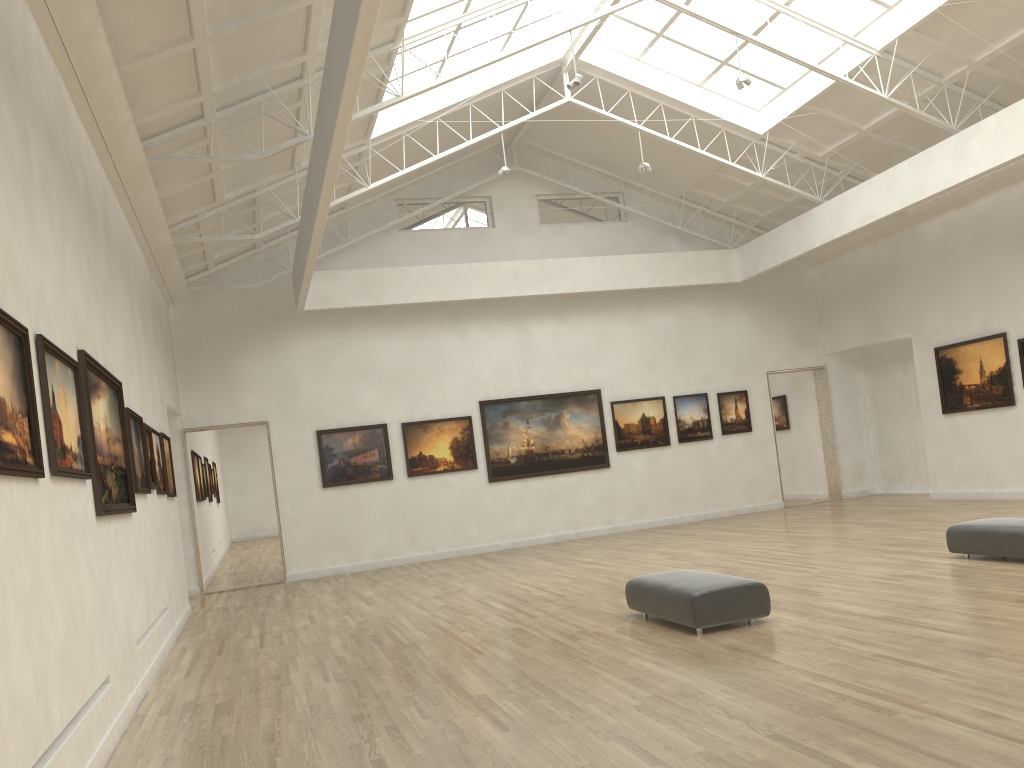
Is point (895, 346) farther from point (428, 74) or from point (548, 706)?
point (548, 706)
